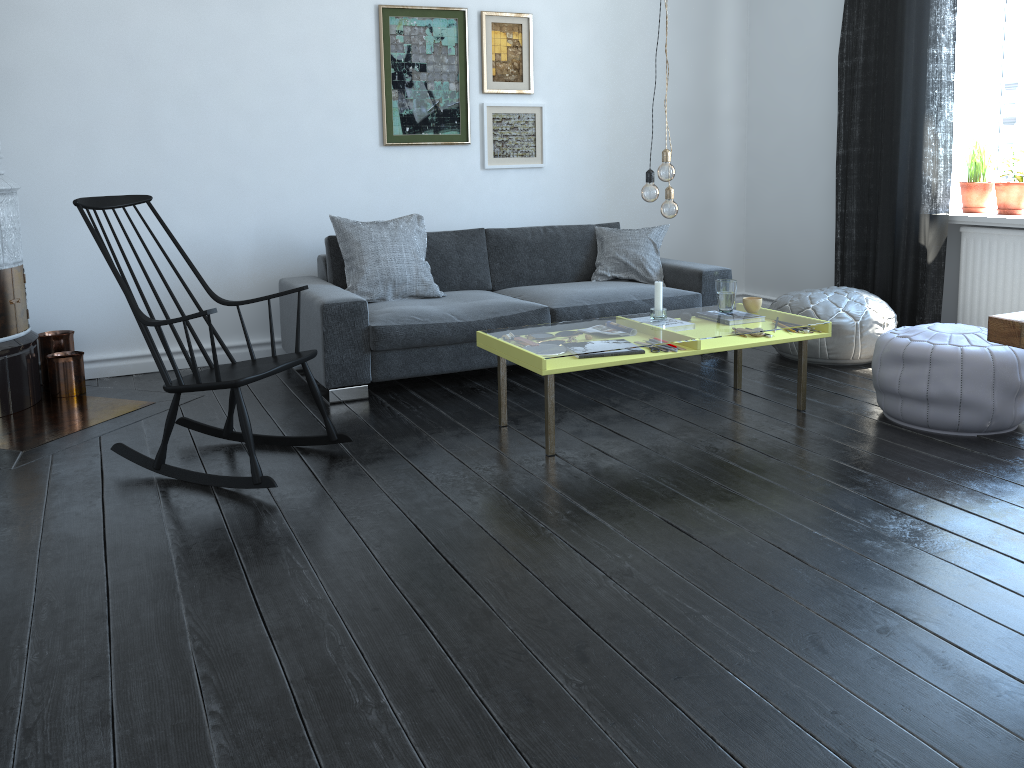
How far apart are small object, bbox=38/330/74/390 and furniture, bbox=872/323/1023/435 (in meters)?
3.86

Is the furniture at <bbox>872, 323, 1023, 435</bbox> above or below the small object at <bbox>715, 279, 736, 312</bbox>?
below

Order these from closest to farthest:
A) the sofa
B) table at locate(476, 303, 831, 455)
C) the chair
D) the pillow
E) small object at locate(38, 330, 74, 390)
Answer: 1. the chair
2. table at locate(476, 303, 831, 455)
3. the sofa
4. small object at locate(38, 330, 74, 390)
5. the pillow

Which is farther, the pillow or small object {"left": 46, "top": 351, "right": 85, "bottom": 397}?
the pillow

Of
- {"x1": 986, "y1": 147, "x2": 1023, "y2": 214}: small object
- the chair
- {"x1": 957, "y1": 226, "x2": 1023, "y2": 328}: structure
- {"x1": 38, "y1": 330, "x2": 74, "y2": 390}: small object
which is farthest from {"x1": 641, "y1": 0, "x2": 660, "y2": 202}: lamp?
{"x1": 38, "y1": 330, "x2": 74, "y2": 390}: small object

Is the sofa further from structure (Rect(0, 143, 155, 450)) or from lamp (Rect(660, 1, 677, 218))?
lamp (Rect(660, 1, 677, 218))

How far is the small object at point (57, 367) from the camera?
4.3 meters

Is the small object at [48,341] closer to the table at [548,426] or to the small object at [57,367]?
the small object at [57,367]

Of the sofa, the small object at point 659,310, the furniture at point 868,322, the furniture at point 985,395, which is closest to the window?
the furniture at point 868,322

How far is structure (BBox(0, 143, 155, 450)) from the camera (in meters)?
3.83
